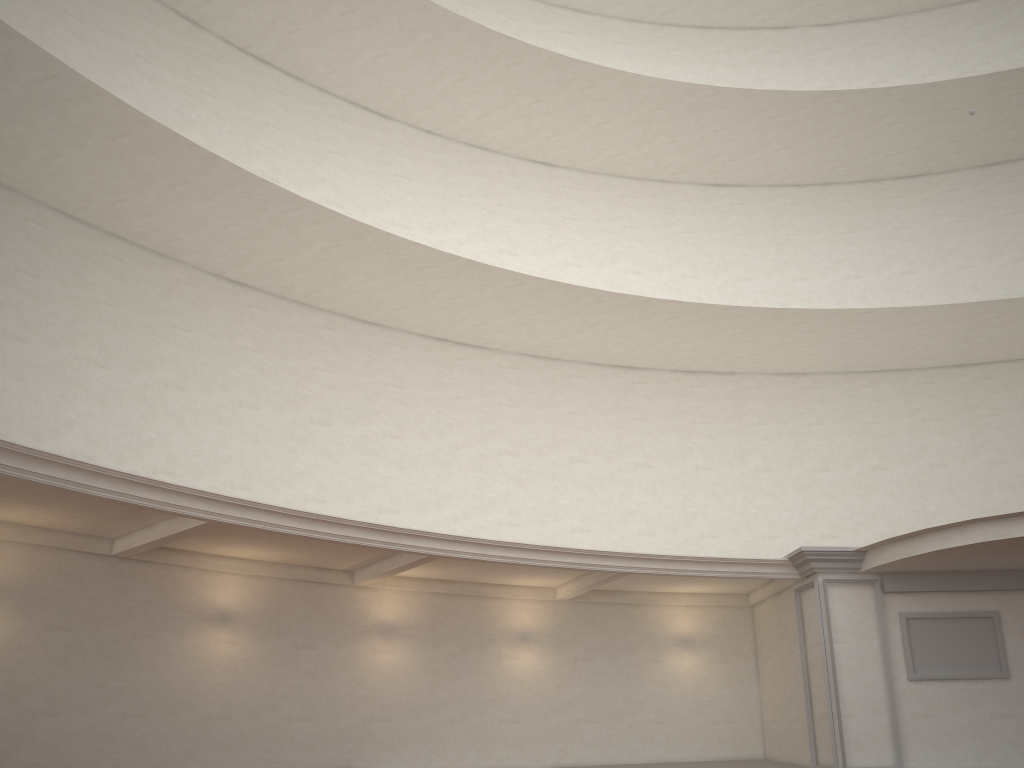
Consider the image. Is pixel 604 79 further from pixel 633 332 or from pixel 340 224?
pixel 340 224
